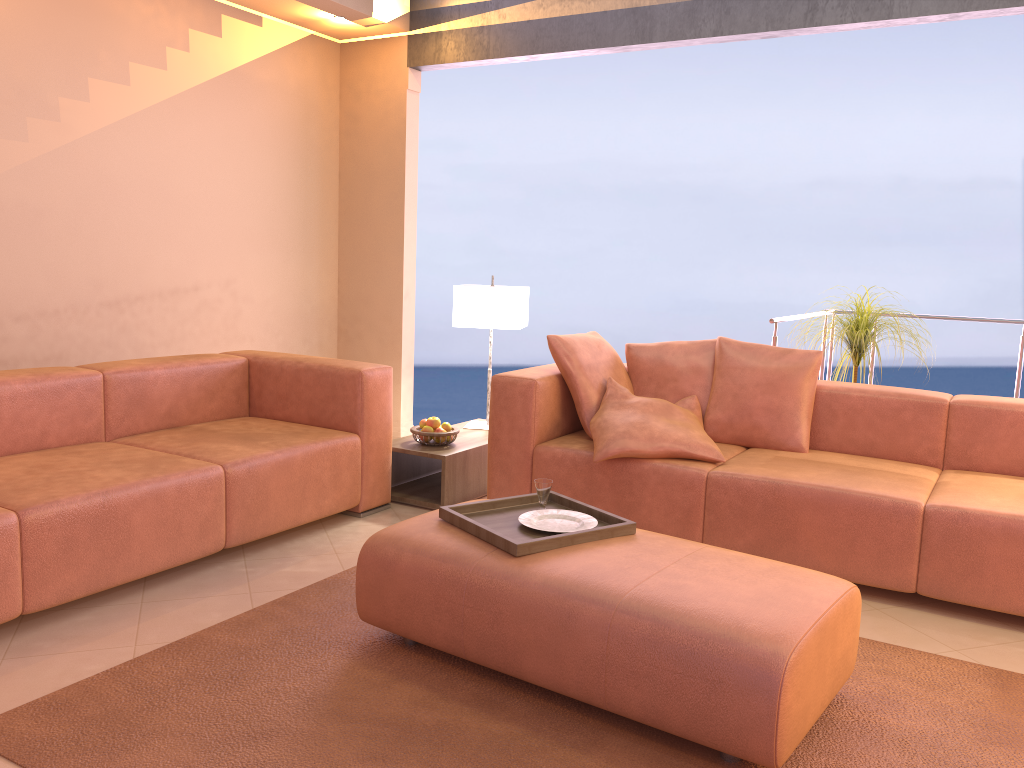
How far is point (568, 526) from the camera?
2.7m

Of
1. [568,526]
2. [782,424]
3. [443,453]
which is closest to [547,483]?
[568,526]

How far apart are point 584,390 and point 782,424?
0.8 meters

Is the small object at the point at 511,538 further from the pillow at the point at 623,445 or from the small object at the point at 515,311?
the small object at the point at 515,311

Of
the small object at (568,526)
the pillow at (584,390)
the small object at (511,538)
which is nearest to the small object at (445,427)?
the pillow at (584,390)

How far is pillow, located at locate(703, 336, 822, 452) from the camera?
3.73m

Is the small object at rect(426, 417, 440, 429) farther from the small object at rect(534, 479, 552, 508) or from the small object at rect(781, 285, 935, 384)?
the small object at rect(781, 285, 935, 384)

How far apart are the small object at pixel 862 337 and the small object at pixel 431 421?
1.98m

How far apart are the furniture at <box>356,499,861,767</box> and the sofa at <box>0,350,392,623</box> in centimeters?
82cm

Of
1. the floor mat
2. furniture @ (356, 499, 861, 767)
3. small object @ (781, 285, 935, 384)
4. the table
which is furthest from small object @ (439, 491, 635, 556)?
small object @ (781, 285, 935, 384)
